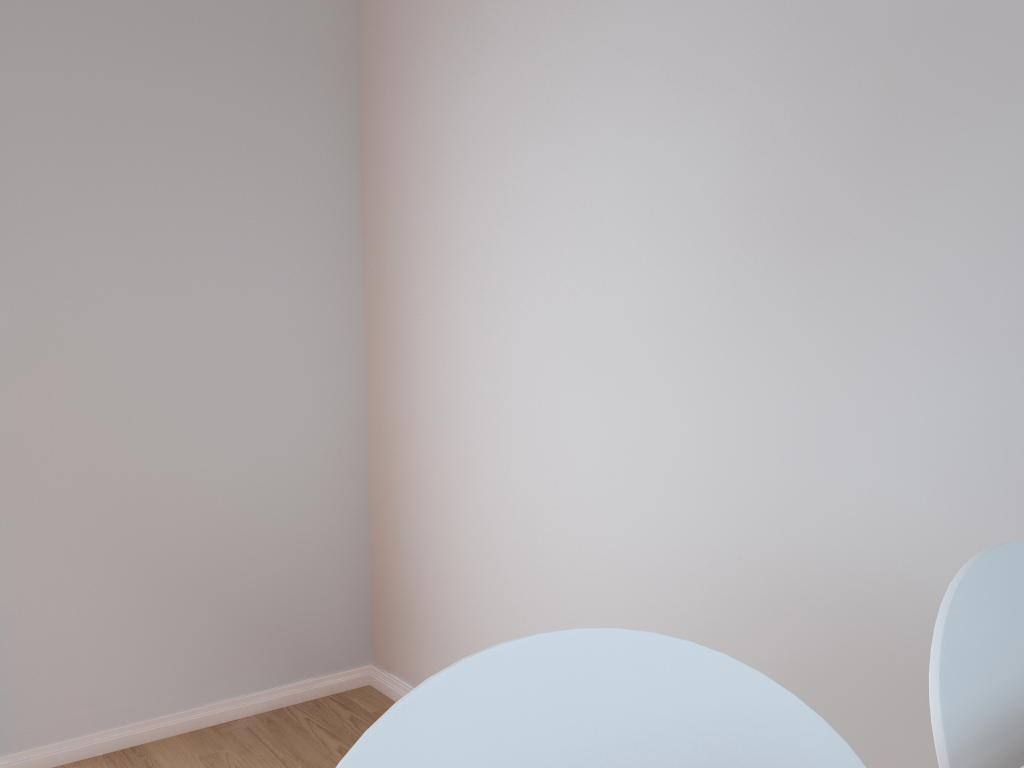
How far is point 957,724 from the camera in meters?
0.8 m

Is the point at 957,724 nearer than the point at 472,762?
No

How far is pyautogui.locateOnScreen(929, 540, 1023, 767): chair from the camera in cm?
75

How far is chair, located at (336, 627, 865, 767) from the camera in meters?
0.6

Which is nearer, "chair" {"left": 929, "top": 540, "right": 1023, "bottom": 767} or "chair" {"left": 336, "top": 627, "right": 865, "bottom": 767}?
"chair" {"left": 336, "top": 627, "right": 865, "bottom": 767}

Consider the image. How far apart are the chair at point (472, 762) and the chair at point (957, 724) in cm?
15

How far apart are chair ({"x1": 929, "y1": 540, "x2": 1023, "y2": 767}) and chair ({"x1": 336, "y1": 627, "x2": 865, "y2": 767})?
0.2m

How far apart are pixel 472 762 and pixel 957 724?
0.4 meters
